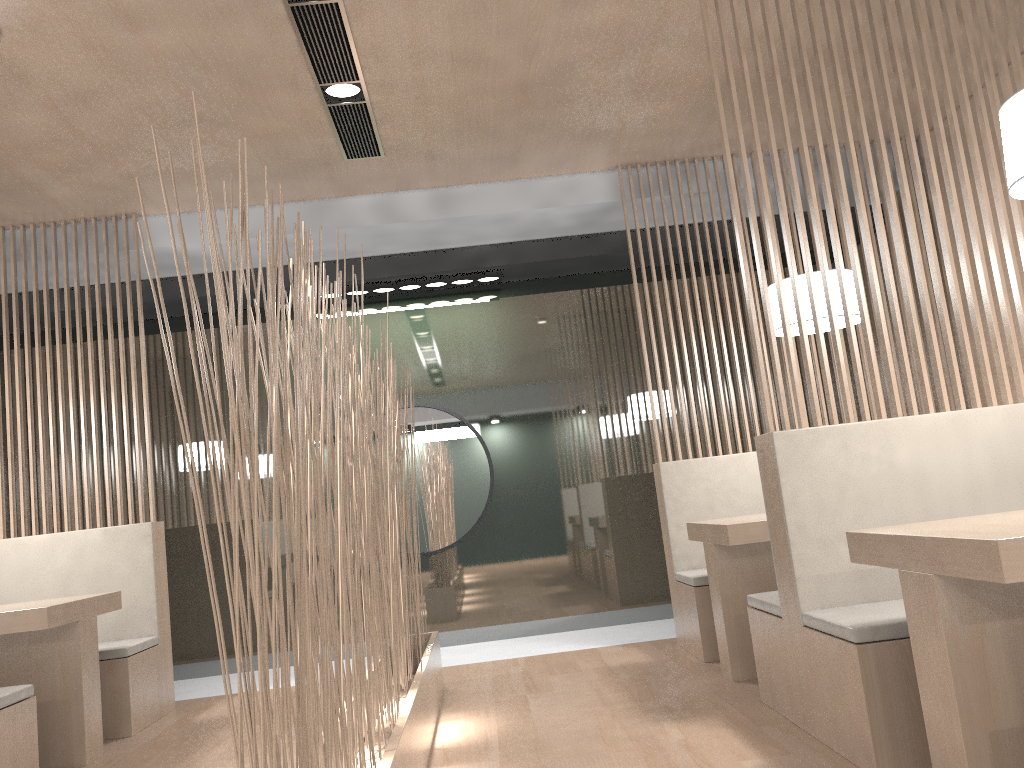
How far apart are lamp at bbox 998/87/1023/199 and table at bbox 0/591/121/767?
2.1 meters

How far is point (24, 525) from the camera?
2.8 meters

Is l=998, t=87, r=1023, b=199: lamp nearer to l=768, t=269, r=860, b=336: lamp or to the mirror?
l=768, t=269, r=860, b=336: lamp

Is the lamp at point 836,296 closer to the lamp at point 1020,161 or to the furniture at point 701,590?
the furniture at point 701,590

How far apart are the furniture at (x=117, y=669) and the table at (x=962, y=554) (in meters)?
1.98

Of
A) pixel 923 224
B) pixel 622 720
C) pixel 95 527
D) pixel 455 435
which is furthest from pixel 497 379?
pixel 923 224

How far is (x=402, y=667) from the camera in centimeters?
212cm

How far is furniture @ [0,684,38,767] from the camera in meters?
A: 1.8 m

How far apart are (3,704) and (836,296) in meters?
2.1 m

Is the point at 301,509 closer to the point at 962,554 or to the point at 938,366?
the point at 962,554
